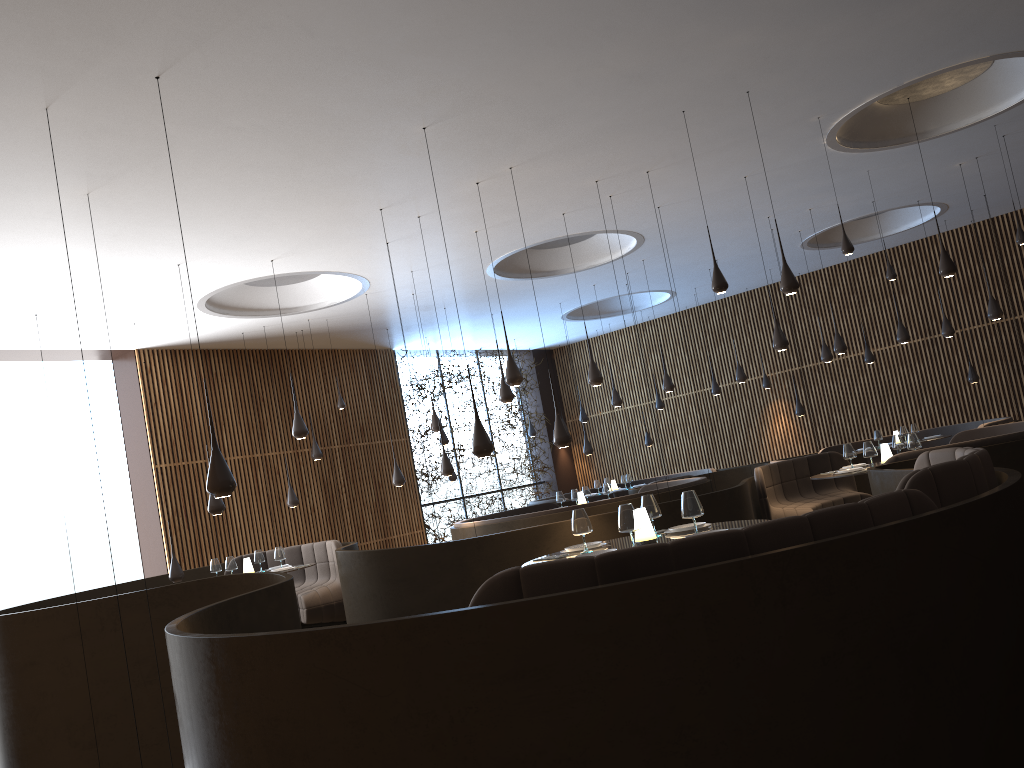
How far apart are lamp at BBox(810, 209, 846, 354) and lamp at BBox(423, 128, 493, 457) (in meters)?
7.55

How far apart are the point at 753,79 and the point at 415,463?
12.57m

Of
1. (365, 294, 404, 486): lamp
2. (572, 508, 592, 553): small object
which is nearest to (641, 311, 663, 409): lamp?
(365, 294, 404, 486): lamp

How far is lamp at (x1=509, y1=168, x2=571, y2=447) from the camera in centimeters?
890cm

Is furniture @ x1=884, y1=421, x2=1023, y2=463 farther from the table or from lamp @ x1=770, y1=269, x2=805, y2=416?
lamp @ x1=770, y1=269, x2=805, y2=416

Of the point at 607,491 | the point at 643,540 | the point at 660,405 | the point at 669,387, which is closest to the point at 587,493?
the point at 607,491

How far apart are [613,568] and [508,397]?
7.2m

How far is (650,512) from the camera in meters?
6.1

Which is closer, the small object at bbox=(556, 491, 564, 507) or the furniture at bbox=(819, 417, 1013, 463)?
the small object at bbox=(556, 491, 564, 507)

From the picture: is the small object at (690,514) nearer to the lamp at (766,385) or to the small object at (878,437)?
the small object at (878,437)
